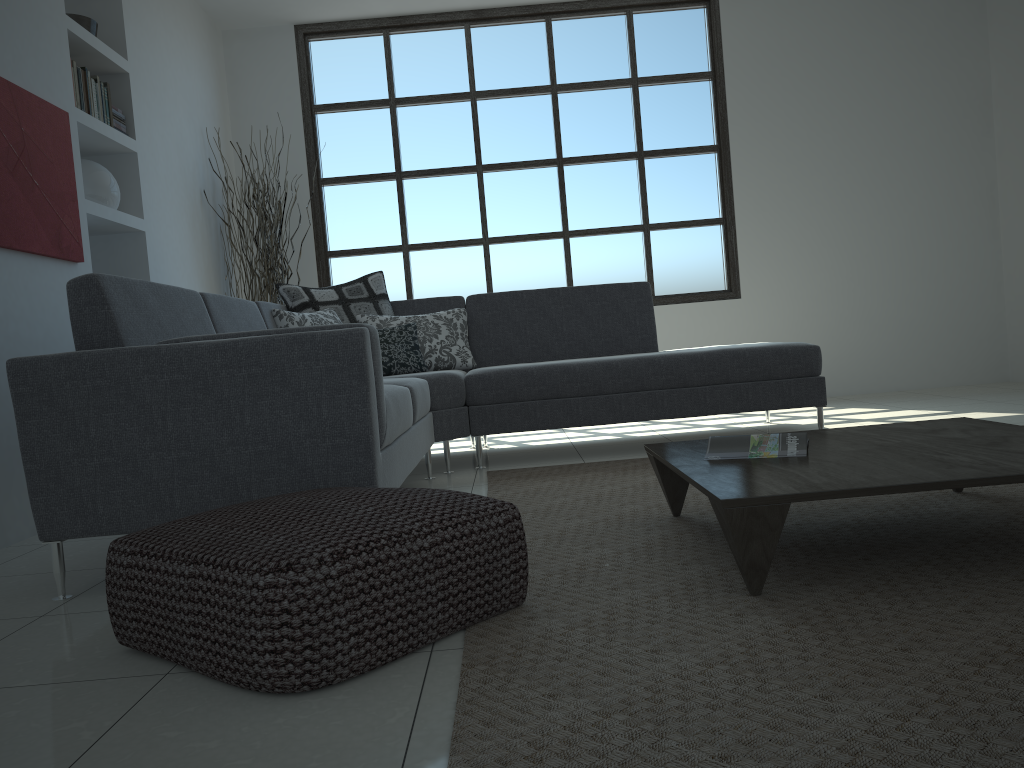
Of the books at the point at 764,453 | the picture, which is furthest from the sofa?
the books at the point at 764,453

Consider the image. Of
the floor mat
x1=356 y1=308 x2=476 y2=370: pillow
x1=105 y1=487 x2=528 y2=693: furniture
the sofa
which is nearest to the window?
the sofa

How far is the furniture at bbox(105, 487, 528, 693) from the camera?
1.50m

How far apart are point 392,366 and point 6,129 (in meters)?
1.86

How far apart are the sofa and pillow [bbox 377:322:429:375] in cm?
25

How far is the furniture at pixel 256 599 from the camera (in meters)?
1.50

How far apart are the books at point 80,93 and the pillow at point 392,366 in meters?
1.7

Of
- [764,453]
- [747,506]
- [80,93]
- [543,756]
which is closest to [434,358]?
[80,93]

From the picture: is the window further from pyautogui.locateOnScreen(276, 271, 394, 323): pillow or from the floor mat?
the floor mat

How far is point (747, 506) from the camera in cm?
177
